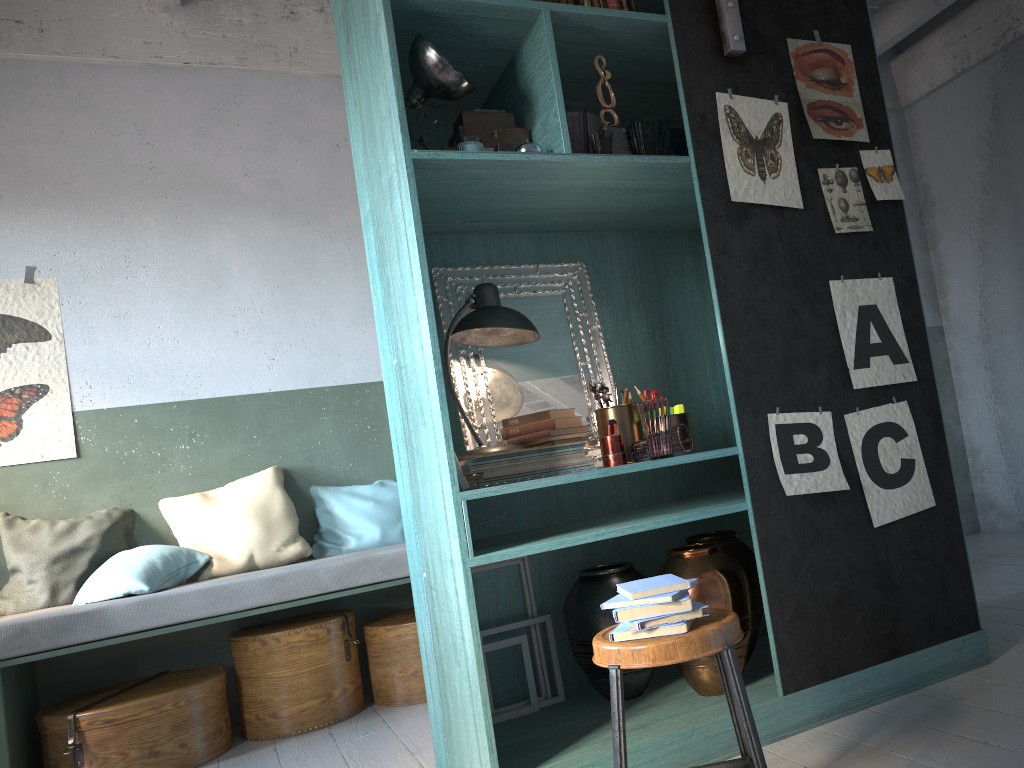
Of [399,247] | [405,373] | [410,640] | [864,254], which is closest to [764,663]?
[864,254]

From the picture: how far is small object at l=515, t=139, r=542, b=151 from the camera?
3.2 meters

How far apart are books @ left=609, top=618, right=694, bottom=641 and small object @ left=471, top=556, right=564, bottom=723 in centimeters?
138cm

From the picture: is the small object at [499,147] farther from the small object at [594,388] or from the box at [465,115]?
the small object at [594,388]

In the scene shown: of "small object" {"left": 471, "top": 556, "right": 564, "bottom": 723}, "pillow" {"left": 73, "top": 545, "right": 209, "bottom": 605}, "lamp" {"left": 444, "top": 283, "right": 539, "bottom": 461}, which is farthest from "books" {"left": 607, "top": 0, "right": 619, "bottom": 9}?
"pillow" {"left": 73, "top": 545, "right": 209, "bottom": 605}

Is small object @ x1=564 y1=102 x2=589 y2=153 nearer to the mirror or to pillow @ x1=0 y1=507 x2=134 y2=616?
the mirror

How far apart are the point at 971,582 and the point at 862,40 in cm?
230

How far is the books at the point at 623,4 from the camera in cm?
354

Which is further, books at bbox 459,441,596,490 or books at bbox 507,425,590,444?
books at bbox 507,425,590,444

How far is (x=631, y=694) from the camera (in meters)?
3.46
